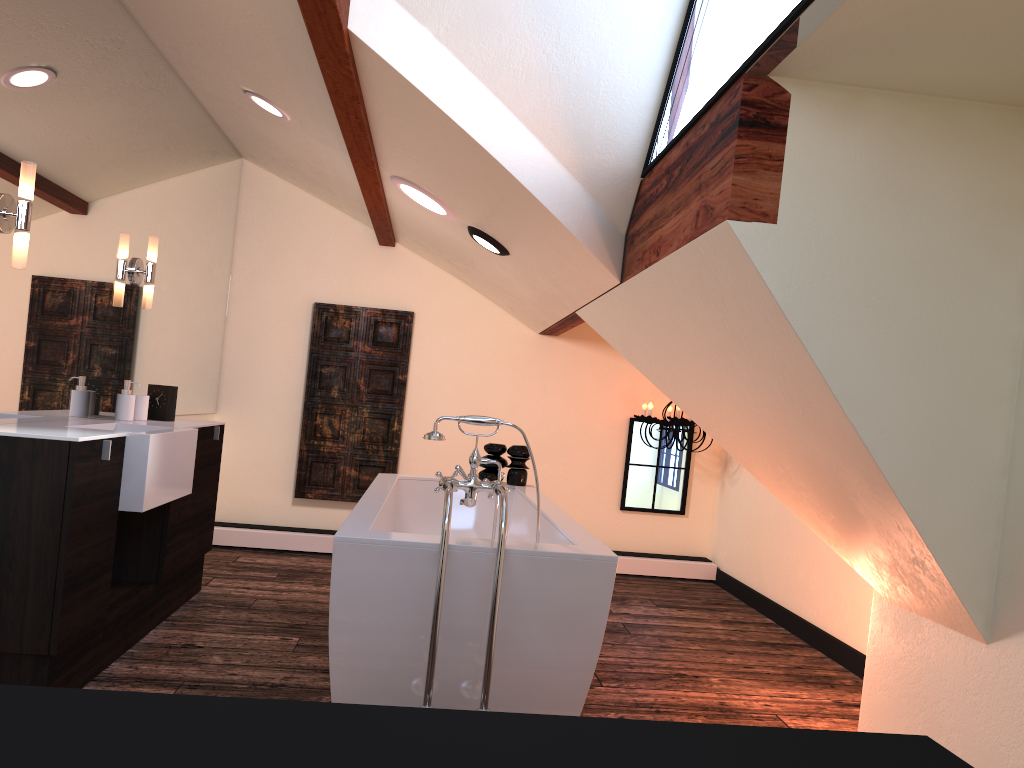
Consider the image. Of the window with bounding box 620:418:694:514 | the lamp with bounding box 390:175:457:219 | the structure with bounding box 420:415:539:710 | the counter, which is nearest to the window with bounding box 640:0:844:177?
the structure with bounding box 420:415:539:710

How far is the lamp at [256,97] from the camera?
4.0m

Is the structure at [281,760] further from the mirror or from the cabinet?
the mirror

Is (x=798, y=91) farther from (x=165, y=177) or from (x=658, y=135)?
(x=165, y=177)

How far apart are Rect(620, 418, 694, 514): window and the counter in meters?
2.9 m

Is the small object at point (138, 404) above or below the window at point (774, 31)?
below

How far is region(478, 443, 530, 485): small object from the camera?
4.5m

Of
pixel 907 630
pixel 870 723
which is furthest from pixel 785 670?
pixel 907 630

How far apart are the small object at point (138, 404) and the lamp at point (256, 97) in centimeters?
141cm

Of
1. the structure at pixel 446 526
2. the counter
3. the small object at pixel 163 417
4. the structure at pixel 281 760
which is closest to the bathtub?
the structure at pixel 446 526
